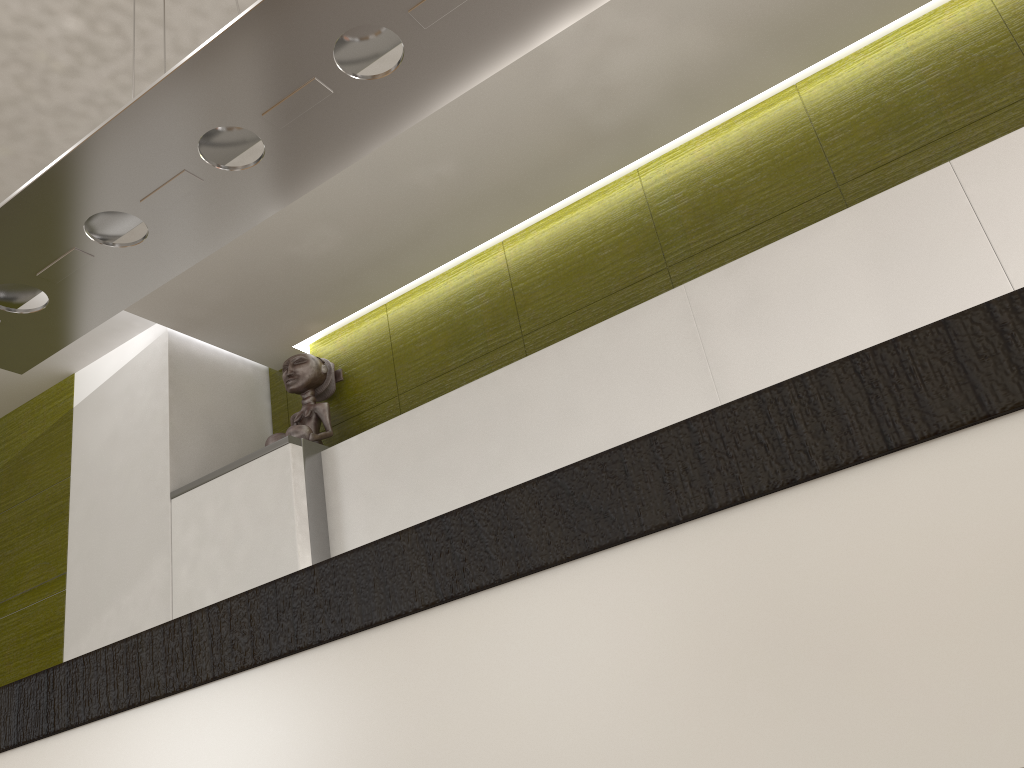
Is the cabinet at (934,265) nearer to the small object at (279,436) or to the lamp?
the small object at (279,436)

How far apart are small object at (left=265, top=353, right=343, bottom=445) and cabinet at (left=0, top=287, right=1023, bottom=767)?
2.2 meters

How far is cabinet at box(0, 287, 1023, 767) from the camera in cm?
40

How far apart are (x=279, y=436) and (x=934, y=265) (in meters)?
2.04

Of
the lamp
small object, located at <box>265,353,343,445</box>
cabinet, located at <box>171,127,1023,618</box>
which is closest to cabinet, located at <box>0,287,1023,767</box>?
the lamp

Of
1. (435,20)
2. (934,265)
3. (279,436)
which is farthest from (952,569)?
(279,436)

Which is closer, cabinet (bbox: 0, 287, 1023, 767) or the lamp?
cabinet (bbox: 0, 287, 1023, 767)

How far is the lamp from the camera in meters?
1.3 m

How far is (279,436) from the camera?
2.96m

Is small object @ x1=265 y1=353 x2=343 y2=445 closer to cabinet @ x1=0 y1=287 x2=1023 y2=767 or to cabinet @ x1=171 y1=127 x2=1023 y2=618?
cabinet @ x1=171 y1=127 x2=1023 y2=618
